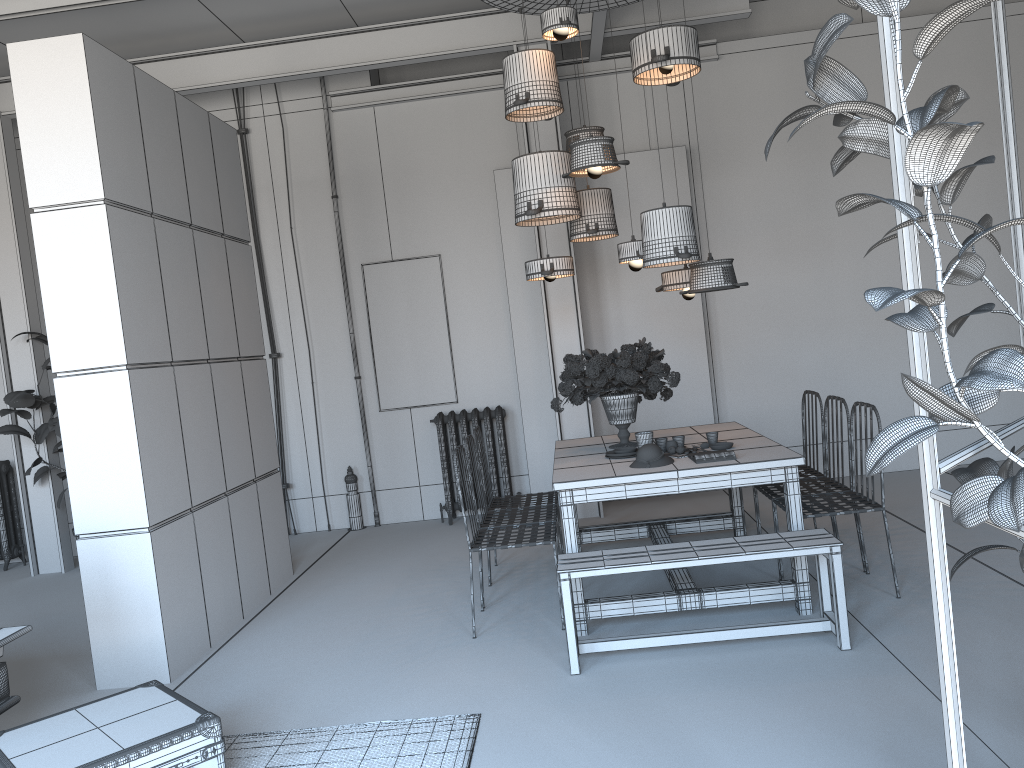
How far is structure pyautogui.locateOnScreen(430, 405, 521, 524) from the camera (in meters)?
7.61

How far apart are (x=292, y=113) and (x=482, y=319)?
2.5m

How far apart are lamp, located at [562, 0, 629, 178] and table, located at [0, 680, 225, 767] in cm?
326

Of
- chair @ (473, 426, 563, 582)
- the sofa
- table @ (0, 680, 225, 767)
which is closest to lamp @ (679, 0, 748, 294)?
chair @ (473, 426, 563, 582)

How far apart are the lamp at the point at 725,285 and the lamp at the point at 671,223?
0.15m

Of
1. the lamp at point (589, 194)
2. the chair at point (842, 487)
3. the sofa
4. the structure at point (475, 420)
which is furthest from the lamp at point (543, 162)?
the sofa

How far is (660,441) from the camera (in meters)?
4.92

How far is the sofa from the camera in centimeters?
348cm

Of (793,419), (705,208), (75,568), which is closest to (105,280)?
(75,568)

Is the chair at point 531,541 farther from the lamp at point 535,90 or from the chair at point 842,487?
the lamp at point 535,90
